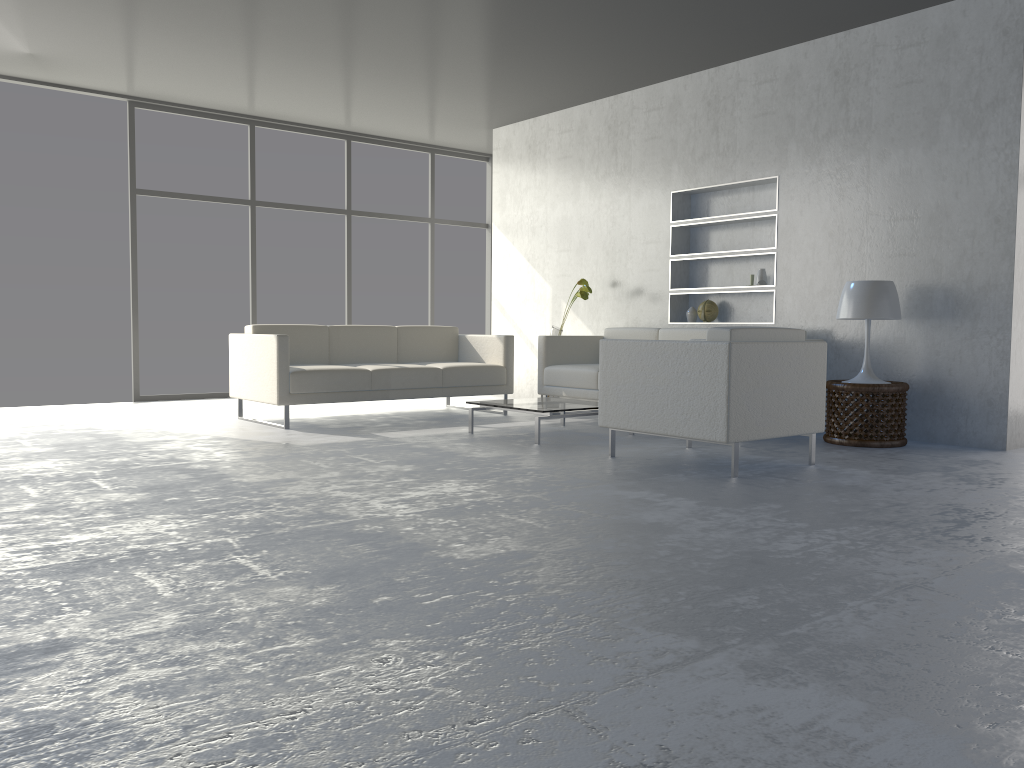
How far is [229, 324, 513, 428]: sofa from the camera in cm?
558

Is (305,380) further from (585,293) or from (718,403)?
(718,403)

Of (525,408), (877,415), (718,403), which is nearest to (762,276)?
(877,415)

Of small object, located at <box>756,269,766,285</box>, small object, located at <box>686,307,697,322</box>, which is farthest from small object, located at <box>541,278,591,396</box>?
small object, located at <box>756,269,766,285</box>

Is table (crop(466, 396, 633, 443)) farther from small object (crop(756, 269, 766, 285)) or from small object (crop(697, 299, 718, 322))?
small object (crop(756, 269, 766, 285))

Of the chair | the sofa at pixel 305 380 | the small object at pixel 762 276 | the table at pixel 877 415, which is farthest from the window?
the table at pixel 877 415

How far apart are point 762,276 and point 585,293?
1.4 meters

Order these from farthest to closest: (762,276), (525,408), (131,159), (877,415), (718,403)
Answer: (131,159)
(762,276)
(525,408)
(877,415)
(718,403)

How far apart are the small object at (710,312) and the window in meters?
3.6 m

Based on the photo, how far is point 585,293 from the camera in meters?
6.8 m
